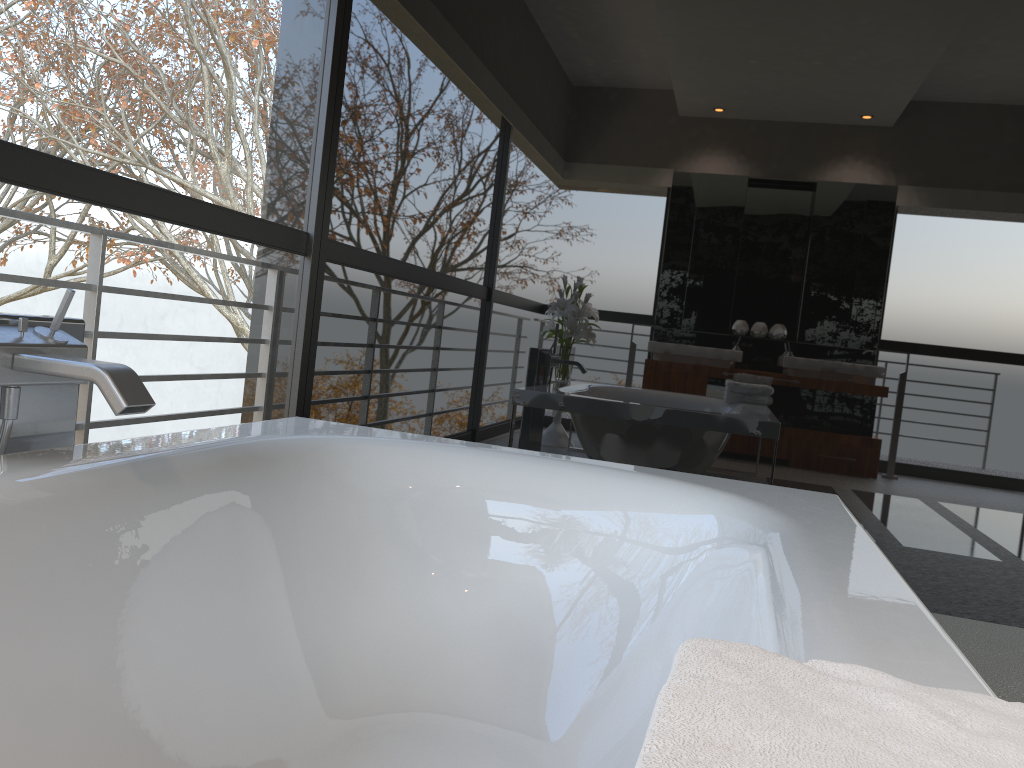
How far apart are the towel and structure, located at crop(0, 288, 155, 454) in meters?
1.1 m

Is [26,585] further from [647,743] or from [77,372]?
[647,743]

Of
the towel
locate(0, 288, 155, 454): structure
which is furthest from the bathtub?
the towel

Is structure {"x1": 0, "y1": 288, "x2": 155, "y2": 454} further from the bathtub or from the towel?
the towel

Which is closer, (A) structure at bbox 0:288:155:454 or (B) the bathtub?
(B) the bathtub

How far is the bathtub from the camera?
1.15m

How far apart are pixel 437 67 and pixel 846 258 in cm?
167

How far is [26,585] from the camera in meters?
1.2 m

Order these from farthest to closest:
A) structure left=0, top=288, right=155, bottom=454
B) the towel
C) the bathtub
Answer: structure left=0, top=288, right=155, bottom=454 < the bathtub < the towel

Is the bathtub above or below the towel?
below
